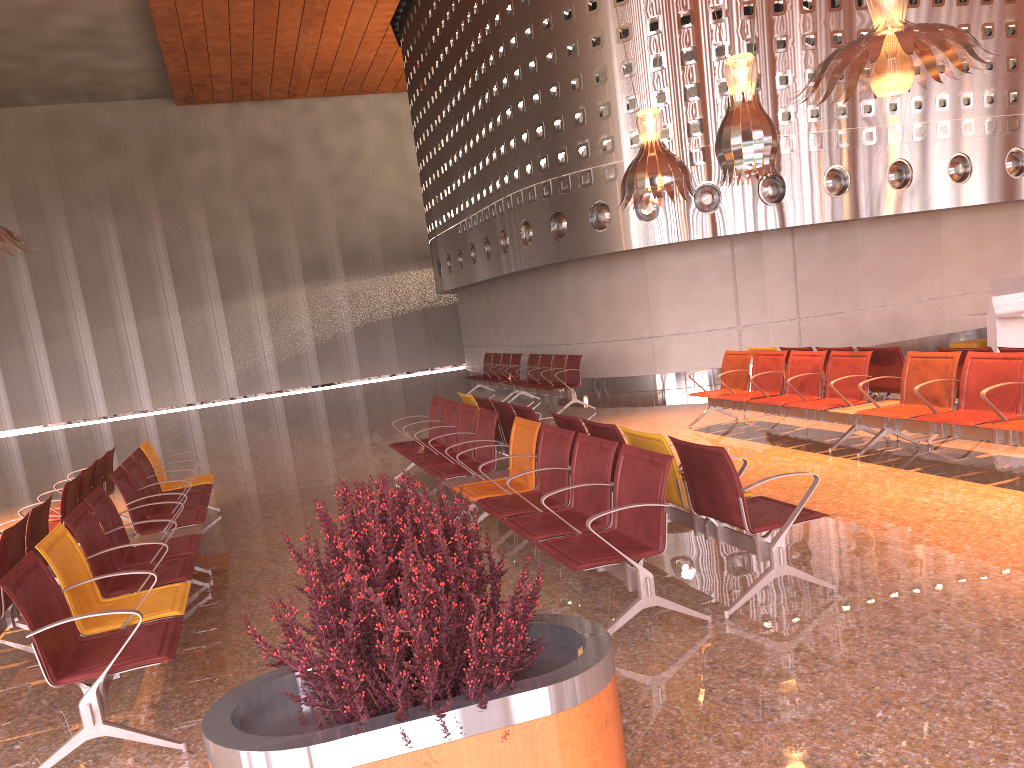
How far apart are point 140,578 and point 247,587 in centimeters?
112cm
